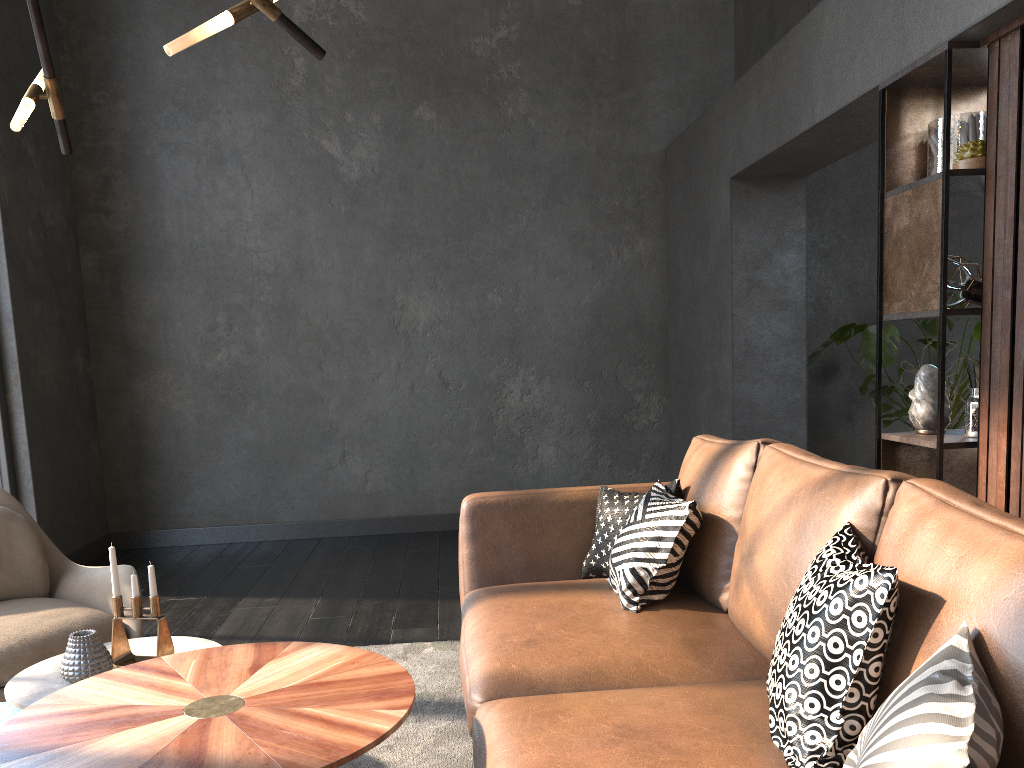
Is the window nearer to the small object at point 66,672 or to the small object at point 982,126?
the small object at point 66,672

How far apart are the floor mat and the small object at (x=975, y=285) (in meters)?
2.14

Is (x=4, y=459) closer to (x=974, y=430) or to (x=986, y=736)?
(x=974, y=430)

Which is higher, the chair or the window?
the window

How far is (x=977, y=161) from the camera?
2.78m

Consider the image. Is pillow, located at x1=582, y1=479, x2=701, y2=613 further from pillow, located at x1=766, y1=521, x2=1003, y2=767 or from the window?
the window

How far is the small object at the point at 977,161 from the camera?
2.78m

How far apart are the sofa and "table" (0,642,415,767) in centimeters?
17cm

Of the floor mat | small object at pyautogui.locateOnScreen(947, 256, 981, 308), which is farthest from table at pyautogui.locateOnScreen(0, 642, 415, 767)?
small object at pyautogui.locateOnScreen(947, 256, 981, 308)

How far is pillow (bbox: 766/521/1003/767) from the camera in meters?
1.1 m
